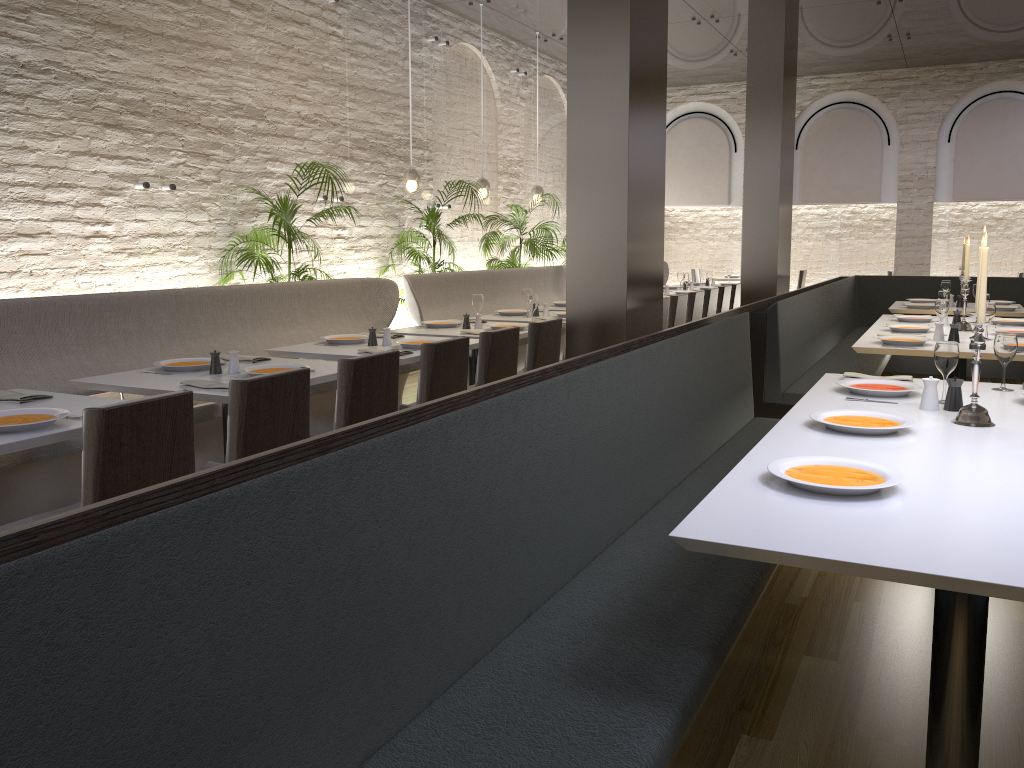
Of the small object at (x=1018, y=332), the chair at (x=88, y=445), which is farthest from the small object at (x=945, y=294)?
the chair at (x=88, y=445)

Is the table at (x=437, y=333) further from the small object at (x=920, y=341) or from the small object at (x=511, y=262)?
the small object at (x=511, y=262)

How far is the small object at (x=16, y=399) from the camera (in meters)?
3.36

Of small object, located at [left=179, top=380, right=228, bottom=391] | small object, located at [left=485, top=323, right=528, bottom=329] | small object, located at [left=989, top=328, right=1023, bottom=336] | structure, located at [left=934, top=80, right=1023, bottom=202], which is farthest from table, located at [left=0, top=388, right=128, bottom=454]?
structure, located at [left=934, top=80, right=1023, bottom=202]

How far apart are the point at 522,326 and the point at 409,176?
2.8m

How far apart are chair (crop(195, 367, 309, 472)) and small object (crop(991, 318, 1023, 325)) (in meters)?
5.28

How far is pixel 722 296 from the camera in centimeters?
916cm

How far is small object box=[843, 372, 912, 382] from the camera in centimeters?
384cm

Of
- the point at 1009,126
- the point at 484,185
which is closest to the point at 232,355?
the point at 484,185

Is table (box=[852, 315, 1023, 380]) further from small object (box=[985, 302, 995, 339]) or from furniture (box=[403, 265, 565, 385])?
furniture (box=[403, 265, 565, 385])
